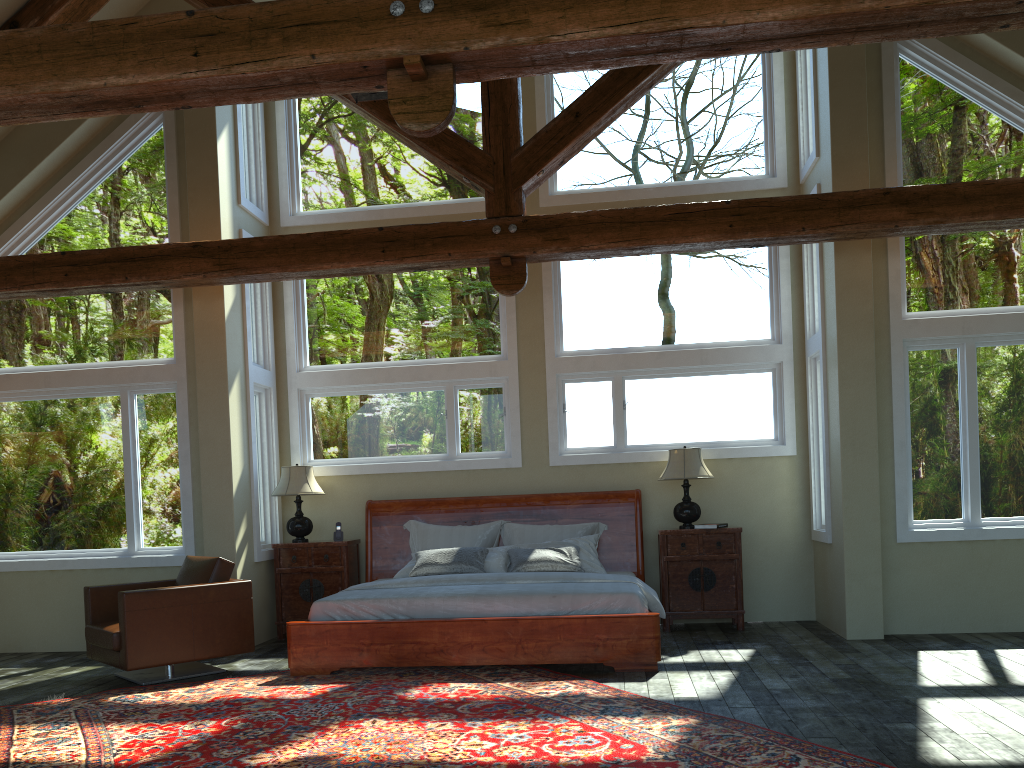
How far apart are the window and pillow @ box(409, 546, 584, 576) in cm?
111

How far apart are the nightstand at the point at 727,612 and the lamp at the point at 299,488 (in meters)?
3.24

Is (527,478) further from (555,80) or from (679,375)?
(555,80)

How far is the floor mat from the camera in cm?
423

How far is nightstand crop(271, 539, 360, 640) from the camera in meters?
8.3 m

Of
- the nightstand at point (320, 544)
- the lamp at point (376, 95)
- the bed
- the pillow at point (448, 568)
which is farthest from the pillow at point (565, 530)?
the lamp at point (376, 95)

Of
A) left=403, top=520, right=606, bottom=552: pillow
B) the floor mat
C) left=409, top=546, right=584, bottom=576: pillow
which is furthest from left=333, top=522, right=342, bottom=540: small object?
the floor mat

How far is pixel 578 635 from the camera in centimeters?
625cm

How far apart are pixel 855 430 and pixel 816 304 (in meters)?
1.51

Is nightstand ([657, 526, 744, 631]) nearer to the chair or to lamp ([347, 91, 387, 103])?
the chair
